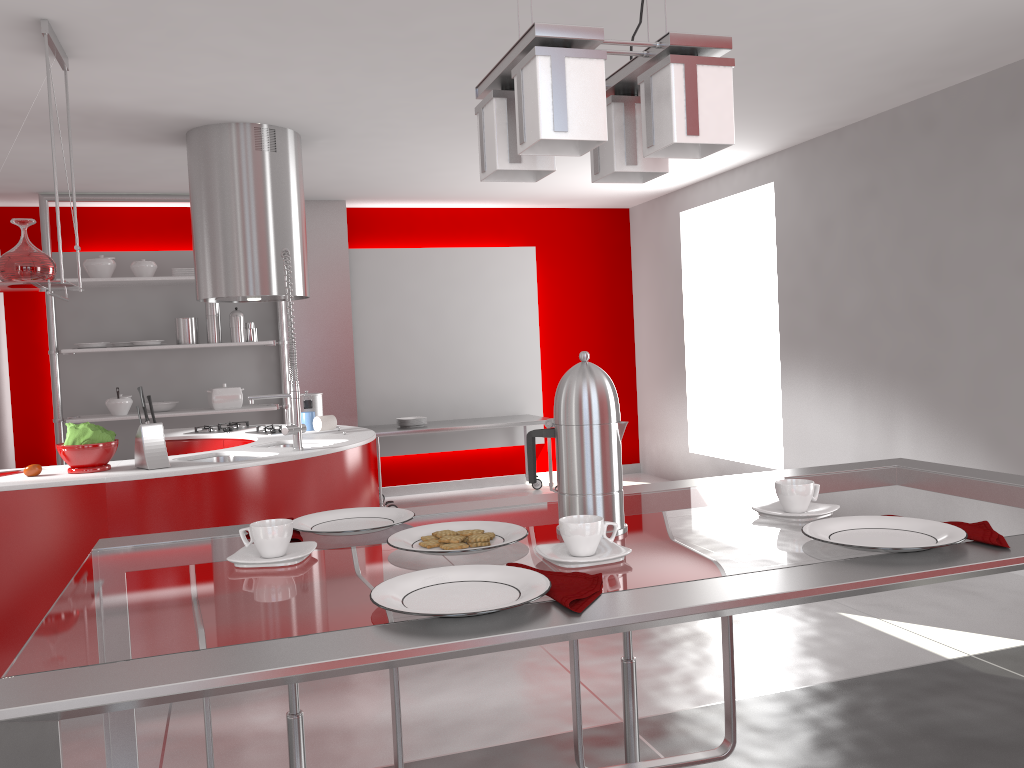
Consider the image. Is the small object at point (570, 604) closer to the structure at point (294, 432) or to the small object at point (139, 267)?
the structure at point (294, 432)

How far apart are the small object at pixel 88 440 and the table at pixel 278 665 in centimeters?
220cm

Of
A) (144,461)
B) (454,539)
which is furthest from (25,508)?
(454,539)

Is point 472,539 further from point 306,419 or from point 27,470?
point 306,419

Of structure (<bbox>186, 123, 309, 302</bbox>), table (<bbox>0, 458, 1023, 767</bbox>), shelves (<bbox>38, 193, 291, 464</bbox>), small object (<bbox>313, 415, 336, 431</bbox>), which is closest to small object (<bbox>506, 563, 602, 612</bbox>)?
table (<bbox>0, 458, 1023, 767</bbox>)

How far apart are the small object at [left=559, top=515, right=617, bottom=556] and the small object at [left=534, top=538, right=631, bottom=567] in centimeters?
1cm

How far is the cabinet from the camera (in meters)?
5.03

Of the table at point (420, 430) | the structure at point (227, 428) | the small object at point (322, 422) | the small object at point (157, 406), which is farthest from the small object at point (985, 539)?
the small object at point (157, 406)

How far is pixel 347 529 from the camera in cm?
151

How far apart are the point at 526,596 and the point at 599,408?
0.4 meters
